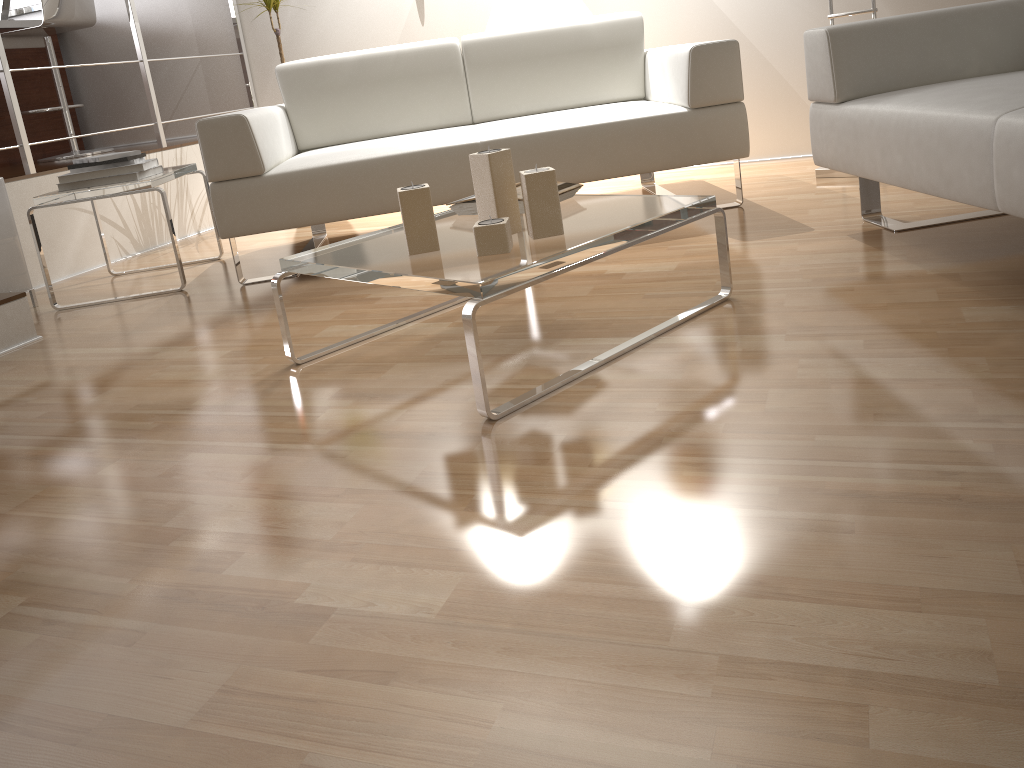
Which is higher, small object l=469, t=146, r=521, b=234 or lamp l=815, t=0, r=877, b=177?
small object l=469, t=146, r=521, b=234

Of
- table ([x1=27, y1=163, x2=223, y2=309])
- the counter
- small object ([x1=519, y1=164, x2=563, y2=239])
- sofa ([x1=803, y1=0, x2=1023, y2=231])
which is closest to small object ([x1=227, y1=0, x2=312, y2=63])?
table ([x1=27, y1=163, x2=223, y2=309])

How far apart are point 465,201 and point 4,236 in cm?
187

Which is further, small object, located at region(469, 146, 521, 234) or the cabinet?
the cabinet

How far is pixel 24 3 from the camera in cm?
531

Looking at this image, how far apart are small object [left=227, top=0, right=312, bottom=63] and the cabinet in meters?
1.9

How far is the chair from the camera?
4.3 meters

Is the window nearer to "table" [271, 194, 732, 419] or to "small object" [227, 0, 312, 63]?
"small object" [227, 0, 312, 63]

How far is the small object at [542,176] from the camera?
1.7m

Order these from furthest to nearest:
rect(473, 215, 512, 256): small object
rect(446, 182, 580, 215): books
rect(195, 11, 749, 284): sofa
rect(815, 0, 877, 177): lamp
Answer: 1. rect(815, 0, 877, 177): lamp
2. rect(195, 11, 749, 284): sofa
3. rect(446, 182, 580, 215): books
4. rect(473, 215, 512, 256): small object
